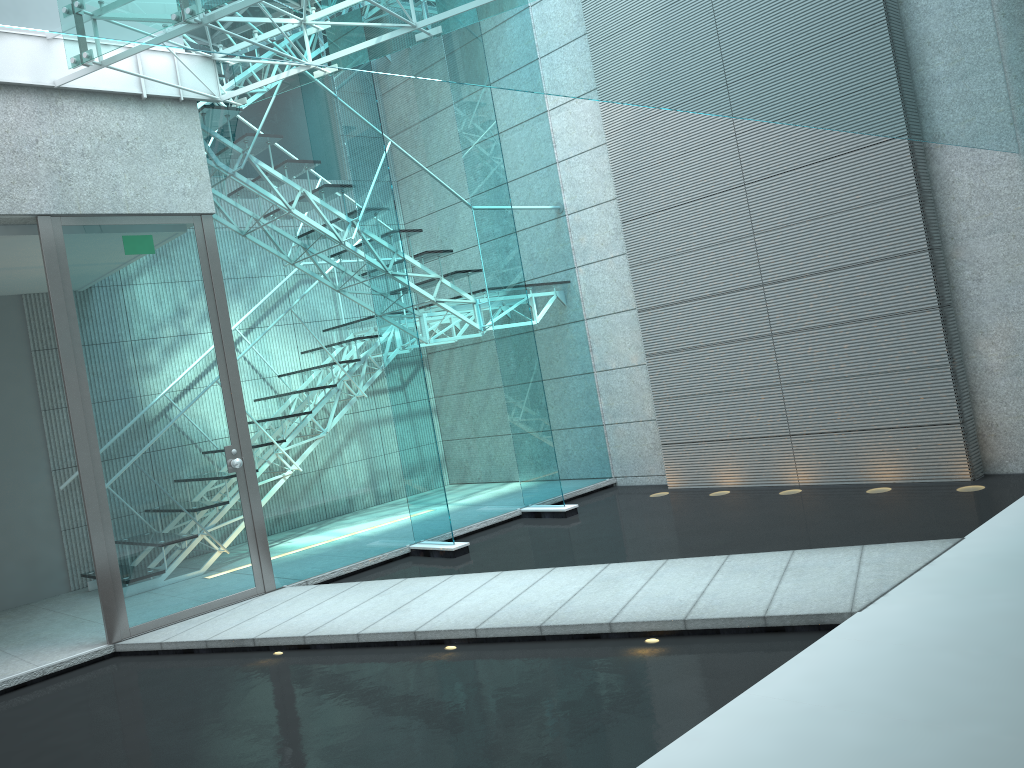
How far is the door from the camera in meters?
4.2

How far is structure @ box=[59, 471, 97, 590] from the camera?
5.7m

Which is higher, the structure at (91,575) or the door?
the door

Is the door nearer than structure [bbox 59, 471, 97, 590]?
Yes

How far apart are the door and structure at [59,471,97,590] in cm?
Result: 162

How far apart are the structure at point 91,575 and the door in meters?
1.6 m

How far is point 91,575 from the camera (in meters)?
5.70

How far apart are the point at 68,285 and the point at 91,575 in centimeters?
233cm

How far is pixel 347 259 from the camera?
5.3m

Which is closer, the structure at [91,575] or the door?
the door
